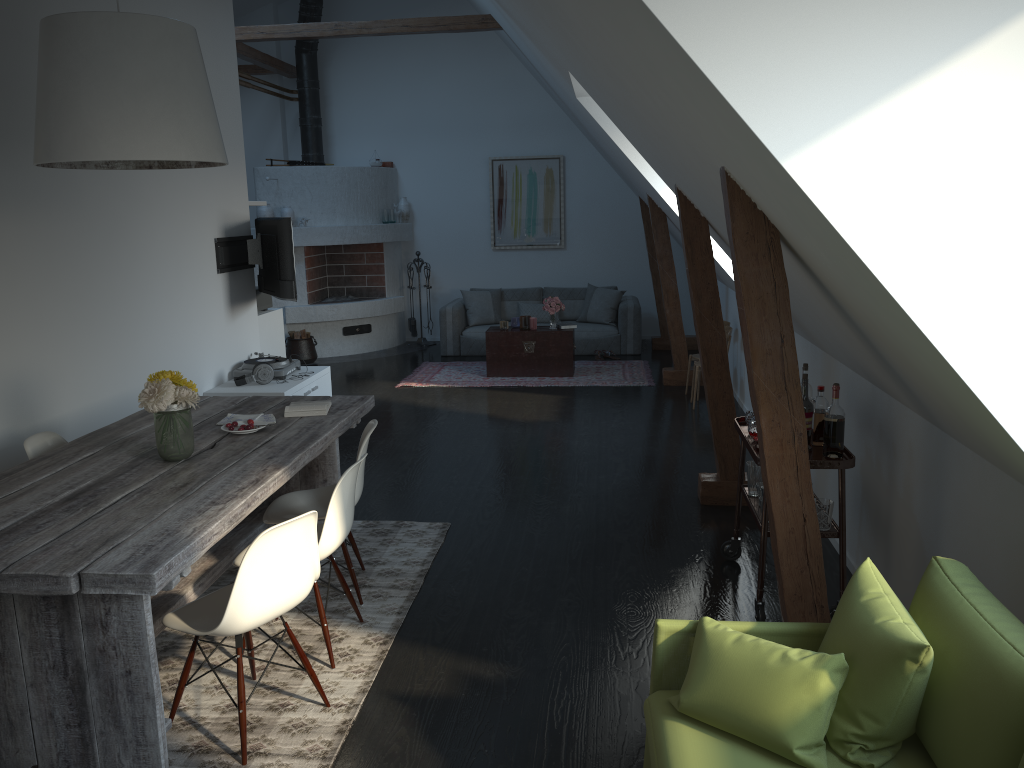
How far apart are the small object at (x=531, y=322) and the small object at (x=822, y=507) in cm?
580

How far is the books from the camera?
4.32m

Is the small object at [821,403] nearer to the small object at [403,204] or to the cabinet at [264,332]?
the cabinet at [264,332]

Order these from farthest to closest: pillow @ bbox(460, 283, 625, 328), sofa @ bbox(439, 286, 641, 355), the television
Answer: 1. pillow @ bbox(460, 283, 625, 328)
2. sofa @ bbox(439, 286, 641, 355)
3. the television

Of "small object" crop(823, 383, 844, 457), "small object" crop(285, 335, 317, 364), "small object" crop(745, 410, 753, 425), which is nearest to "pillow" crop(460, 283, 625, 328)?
"small object" crop(285, 335, 317, 364)

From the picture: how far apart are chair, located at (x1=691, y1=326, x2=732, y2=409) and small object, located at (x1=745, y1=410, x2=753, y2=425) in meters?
3.5

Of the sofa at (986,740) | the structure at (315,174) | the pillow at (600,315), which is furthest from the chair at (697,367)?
the sofa at (986,740)

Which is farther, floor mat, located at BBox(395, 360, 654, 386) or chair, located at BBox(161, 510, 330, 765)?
floor mat, located at BBox(395, 360, 654, 386)

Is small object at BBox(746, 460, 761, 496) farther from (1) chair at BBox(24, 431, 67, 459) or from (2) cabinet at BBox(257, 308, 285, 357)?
(2) cabinet at BBox(257, 308, 285, 357)

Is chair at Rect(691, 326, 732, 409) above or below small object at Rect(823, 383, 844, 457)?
below
